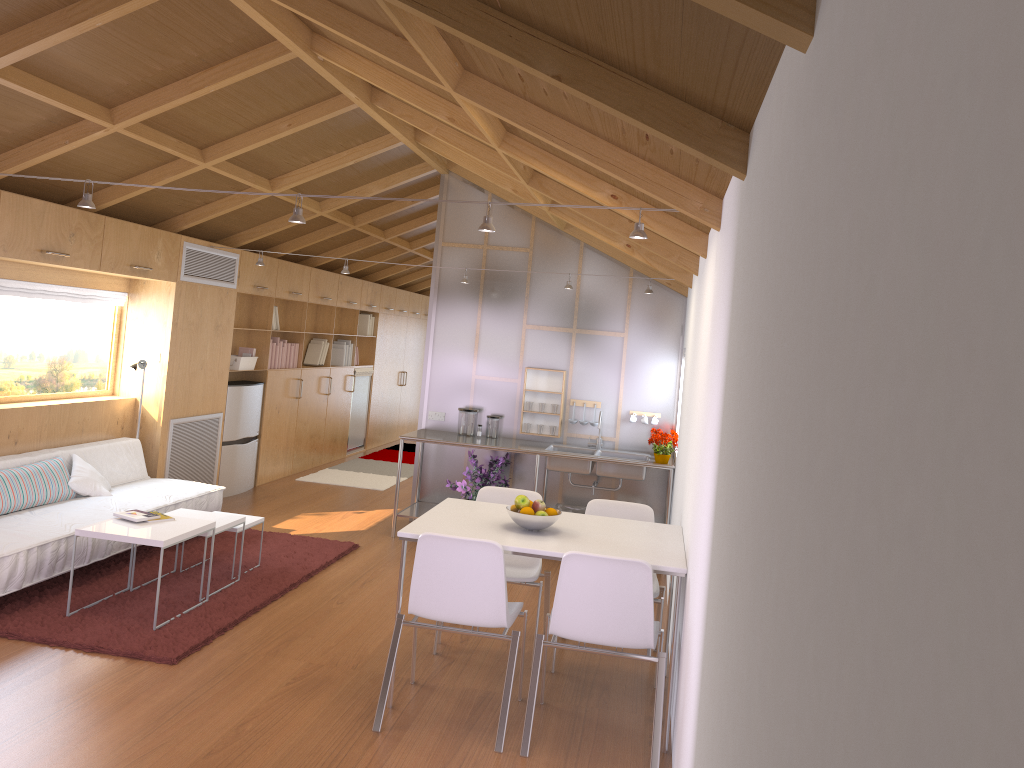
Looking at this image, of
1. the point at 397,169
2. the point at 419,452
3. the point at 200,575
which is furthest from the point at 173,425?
the point at 397,169

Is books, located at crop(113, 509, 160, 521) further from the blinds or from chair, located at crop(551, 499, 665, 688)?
chair, located at crop(551, 499, 665, 688)

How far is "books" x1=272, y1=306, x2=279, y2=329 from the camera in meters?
8.6 m

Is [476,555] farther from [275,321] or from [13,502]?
[275,321]

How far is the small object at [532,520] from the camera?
4.0m

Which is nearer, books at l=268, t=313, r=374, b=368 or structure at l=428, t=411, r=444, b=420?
structure at l=428, t=411, r=444, b=420

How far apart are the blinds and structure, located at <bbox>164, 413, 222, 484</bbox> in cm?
98

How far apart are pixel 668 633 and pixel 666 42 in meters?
3.3 m

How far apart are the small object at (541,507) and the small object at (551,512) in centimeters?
4cm

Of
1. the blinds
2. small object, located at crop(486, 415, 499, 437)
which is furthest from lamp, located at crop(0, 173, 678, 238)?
small object, located at crop(486, 415, 499, 437)
